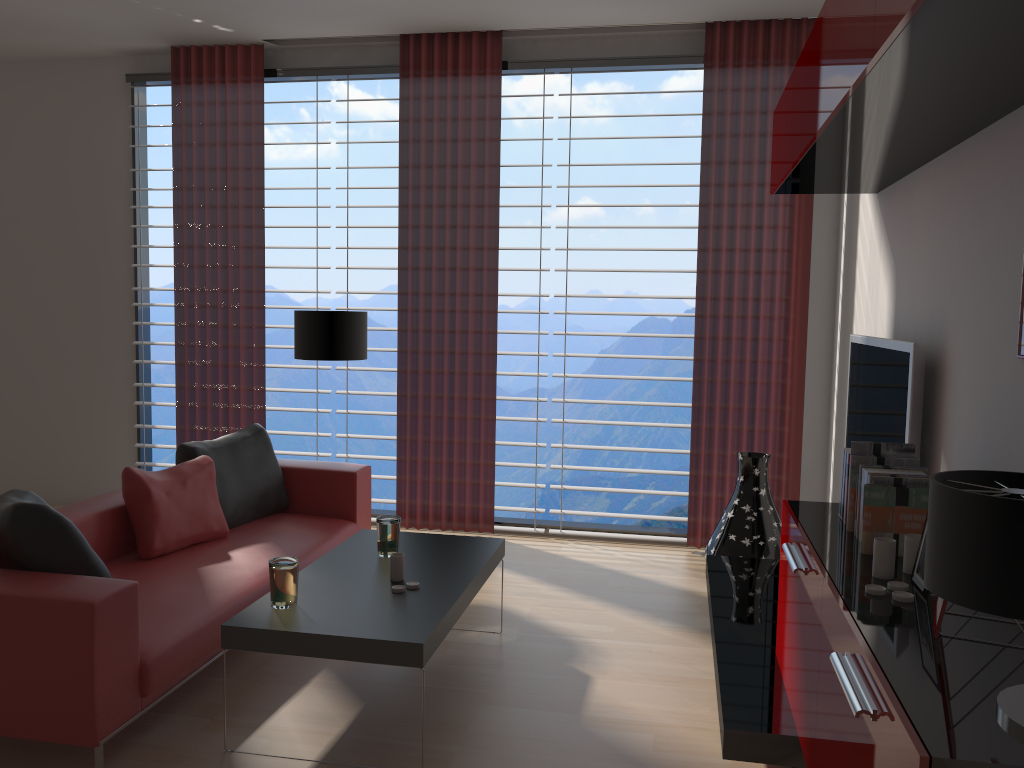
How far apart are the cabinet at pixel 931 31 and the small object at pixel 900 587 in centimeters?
167cm

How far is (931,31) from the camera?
2.5 meters

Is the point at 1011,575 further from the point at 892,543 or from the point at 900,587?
the point at 892,543

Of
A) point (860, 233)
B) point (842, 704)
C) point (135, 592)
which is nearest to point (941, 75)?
point (842, 704)

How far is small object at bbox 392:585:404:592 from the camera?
4.3 meters

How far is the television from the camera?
4.3m

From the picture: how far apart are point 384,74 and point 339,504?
3.8m

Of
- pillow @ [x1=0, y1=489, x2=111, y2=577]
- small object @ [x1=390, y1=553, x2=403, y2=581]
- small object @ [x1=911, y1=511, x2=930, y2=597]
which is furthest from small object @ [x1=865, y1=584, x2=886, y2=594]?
pillow @ [x1=0, y1=489, x2=111, y2=577]

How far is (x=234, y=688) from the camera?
4.6 meters

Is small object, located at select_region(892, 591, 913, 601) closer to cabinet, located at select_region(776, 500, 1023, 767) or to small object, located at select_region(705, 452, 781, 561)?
cabinet, located at select_region(776, 500, 1023, 767)
